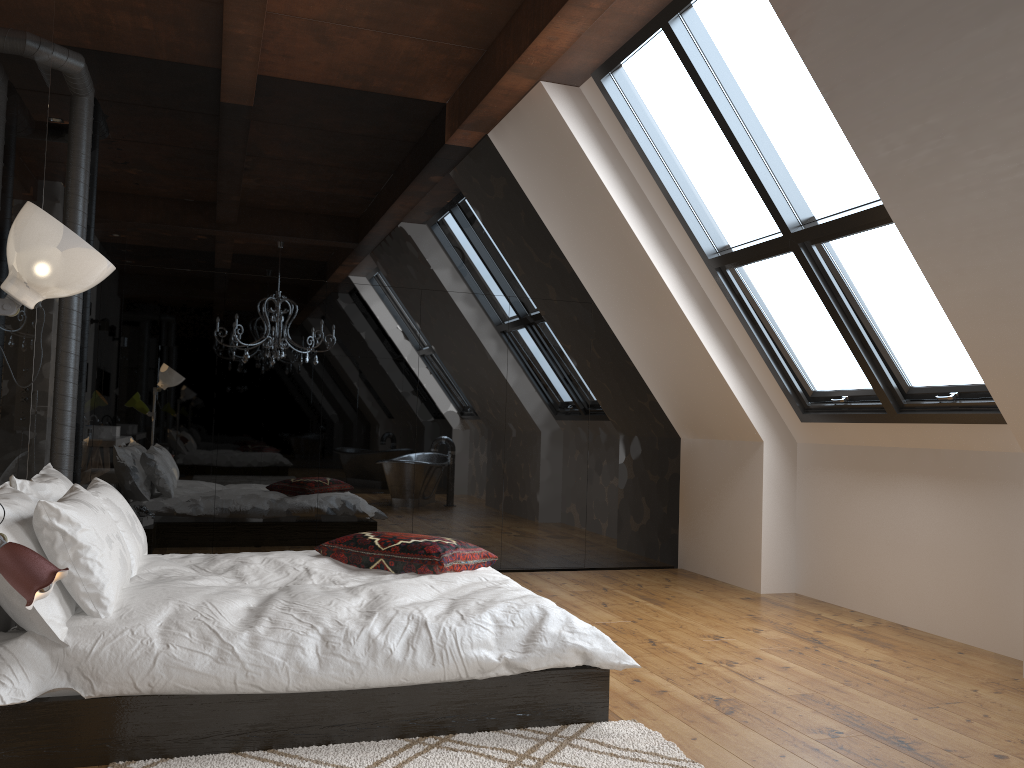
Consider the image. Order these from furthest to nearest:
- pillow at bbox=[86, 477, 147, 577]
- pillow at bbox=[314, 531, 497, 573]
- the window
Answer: the window → pillow at bbox=[314, 531, 497, 573] → pillow at bbox=[86, 477, 147, 577]

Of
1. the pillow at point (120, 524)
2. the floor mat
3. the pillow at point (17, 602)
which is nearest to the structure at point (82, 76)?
the pillow at point (17, 602)

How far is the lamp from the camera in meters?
2.2

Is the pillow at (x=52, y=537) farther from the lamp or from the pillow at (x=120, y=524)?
the lamp

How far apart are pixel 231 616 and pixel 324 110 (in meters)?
4.14

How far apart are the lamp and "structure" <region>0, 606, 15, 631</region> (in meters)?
1.23

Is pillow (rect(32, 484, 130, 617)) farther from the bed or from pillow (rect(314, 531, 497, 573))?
pillow (rect(314, 531, 497, 573))

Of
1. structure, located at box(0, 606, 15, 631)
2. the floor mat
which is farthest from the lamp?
structure, located at box(0, 606, 15, 631)

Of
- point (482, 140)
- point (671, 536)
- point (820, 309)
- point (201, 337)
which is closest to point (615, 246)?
point (482, 140)

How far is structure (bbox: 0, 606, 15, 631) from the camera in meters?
3.3
